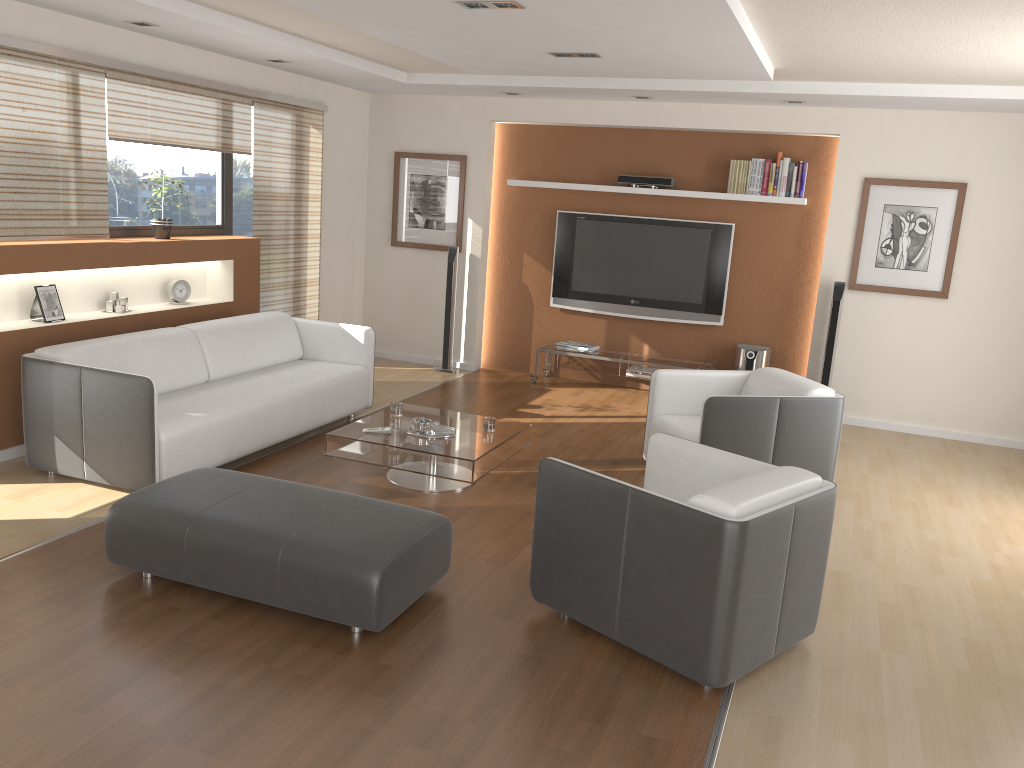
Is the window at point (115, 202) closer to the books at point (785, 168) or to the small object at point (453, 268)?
the small object at point (453, 268)

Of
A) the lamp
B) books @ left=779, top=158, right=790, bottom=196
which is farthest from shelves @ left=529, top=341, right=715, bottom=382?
the lamp

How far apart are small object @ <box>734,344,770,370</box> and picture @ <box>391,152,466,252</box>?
2.74m

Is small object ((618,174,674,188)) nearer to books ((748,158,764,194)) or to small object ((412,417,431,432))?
books ((748,158,764,194))

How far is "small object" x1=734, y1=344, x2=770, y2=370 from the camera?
7.44m

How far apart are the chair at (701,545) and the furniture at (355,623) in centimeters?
39cm

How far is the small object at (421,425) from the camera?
5.0m

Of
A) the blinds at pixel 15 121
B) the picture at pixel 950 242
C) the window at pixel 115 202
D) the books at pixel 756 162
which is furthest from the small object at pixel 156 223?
the picture at pixel 950 242

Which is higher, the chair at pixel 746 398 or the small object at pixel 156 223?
the small object at pixel 156 223

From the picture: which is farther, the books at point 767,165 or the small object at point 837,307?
the books at point 767,165
